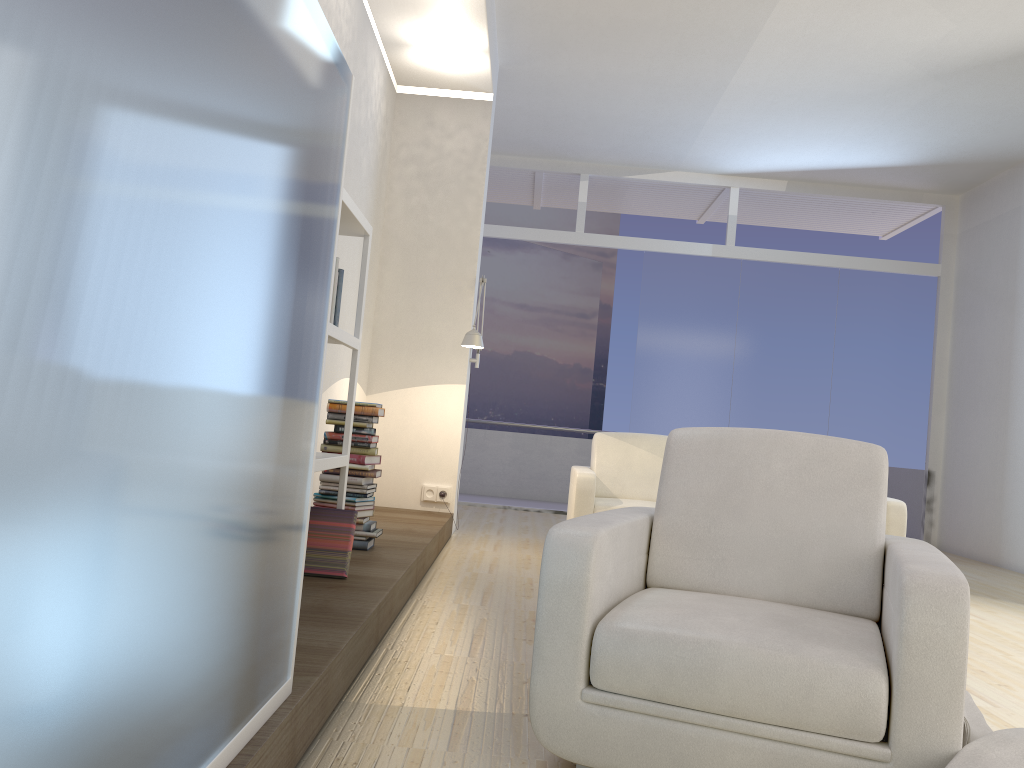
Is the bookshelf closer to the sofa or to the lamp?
the lamp

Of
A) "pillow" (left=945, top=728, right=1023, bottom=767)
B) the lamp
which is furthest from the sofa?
"pillow" (left=945, top=728, right=1023, bottom=767)

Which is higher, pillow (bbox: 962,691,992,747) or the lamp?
the lamp

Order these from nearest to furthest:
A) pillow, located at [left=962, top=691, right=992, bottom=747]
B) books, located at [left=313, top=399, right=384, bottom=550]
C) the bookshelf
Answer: pillow, located at [left=962, top=691, right=992, bottom=747], the bookshelf, books, located at [left=313, top=399, right=384, bottom=550]

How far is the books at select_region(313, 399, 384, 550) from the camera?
4.2m

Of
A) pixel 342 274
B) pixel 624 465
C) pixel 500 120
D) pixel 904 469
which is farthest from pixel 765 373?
pixel 342 274

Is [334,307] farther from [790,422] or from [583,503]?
[790,422]

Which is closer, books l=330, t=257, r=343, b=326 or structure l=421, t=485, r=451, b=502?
books l=330, t=257, r=343, b=326

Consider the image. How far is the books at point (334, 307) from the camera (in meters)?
3.34

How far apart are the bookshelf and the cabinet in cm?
107
